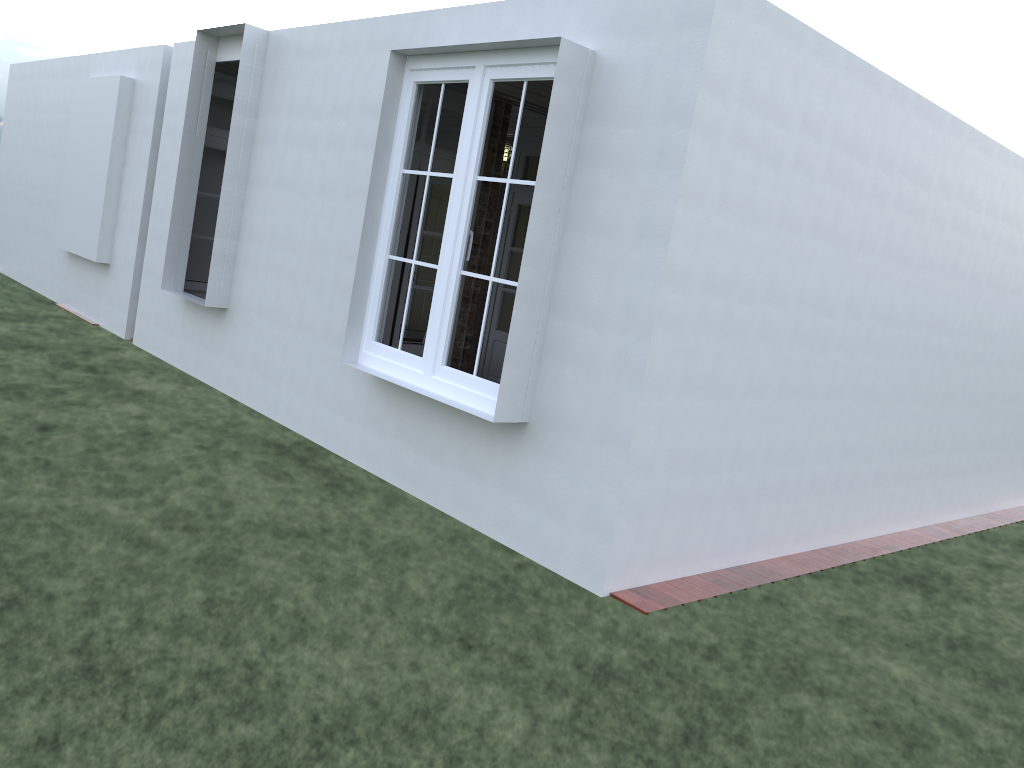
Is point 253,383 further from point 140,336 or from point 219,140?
point 219,140

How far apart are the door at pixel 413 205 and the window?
1.06m

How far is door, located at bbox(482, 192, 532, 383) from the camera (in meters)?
9.06

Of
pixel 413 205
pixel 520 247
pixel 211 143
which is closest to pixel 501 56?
pixel 413 205

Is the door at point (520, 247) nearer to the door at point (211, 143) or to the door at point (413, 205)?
the door at point (413, 205)

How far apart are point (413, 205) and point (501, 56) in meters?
2.0

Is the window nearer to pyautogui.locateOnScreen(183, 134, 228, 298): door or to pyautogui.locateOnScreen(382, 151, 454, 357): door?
pyautogui.locateOnScreen(382, 151, 454, 357): door

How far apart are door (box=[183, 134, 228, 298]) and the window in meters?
3.9

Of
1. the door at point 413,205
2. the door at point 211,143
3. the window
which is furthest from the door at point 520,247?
the window

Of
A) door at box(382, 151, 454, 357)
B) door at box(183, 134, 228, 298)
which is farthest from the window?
door at box(183, 134, 228, 298)
